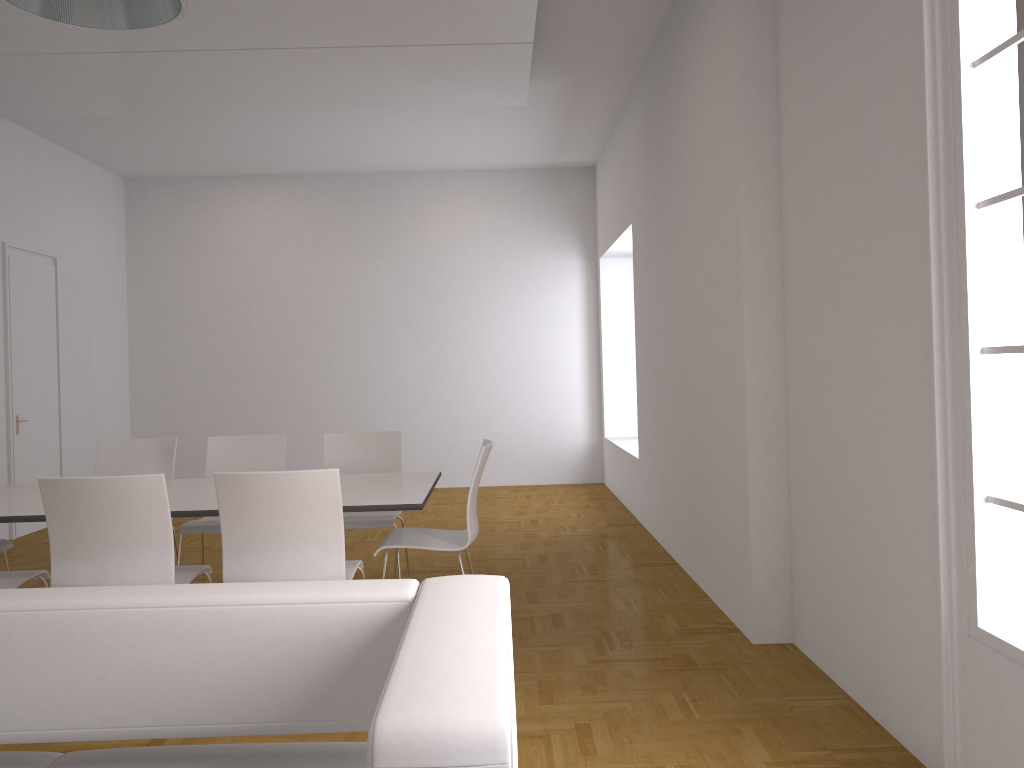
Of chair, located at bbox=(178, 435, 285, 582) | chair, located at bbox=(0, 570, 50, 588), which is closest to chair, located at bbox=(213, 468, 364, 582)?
chair, located at bbox=(0, 570, 50, 588)

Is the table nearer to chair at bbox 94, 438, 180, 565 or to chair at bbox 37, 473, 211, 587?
chair at bbox 37, 473, 211, 587

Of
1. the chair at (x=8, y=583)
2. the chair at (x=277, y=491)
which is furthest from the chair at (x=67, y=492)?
the chair at (x=8, y=583)

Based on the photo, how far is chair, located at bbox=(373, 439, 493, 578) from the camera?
4.17m

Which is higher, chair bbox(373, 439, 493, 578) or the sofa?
the sofa

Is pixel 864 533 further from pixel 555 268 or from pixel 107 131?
pixel 107 131

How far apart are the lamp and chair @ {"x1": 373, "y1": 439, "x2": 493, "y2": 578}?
2.3m

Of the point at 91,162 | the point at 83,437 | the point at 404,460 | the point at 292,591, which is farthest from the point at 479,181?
the point at 292,591

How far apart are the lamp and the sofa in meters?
1.5

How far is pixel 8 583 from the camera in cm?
363
